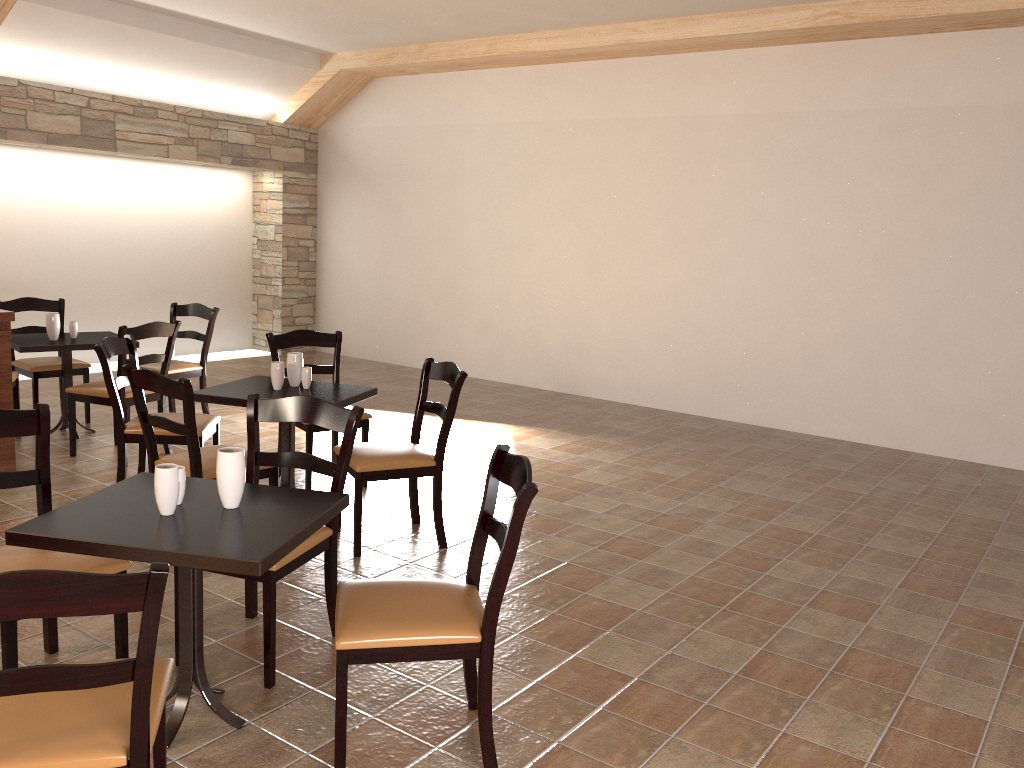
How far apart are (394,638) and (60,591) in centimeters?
93cm

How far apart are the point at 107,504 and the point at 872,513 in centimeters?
412cm

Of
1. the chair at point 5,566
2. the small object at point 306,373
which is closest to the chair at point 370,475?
the small object at point 306,373

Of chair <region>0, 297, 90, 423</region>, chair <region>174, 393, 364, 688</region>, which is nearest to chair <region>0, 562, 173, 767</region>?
chair <region>174, 393, 364, 688</region>

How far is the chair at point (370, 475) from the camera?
3.95m

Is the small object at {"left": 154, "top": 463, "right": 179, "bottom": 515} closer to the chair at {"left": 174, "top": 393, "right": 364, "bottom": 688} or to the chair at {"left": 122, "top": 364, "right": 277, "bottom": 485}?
the chair at {"left": 174, "top": 393, "right": 364, "bottom": 688}

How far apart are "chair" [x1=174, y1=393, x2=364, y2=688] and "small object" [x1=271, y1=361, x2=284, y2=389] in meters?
1.1

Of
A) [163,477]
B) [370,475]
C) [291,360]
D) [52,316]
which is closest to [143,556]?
[163,477]

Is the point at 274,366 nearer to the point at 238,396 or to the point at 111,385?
the point at 238,396

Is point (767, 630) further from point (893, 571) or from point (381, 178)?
point (381, 178)
